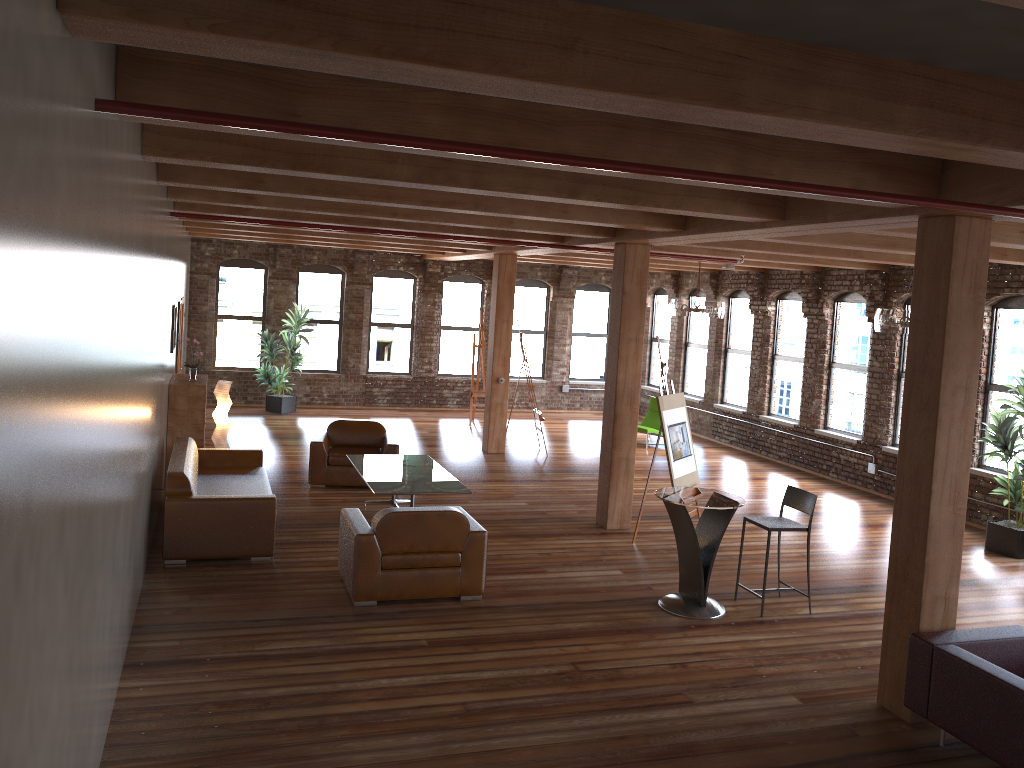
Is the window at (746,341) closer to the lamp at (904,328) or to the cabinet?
the lamp at (904,328)

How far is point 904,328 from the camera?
8.7 meters

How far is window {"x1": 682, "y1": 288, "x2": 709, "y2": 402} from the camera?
17.27m

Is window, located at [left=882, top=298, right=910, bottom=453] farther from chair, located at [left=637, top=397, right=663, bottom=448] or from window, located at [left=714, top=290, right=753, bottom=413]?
chair, located at [left=637, top=397, right=663, bottom=448]

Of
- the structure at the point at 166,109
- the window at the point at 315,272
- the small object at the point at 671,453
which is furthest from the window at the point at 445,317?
the structure at the point at 166,109

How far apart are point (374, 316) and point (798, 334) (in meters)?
8.28

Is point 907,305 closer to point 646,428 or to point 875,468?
point 875,468

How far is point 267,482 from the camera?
9.0m

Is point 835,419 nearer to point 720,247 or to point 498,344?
point 720,247

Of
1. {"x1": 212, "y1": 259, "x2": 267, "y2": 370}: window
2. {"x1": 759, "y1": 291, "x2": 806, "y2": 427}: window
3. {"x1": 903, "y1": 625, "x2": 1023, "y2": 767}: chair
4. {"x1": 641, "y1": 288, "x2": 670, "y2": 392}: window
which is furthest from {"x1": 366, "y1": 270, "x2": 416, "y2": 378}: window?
{"x1": 903, "y1": 625, "x2": 1023, "y2": 767}: chair
